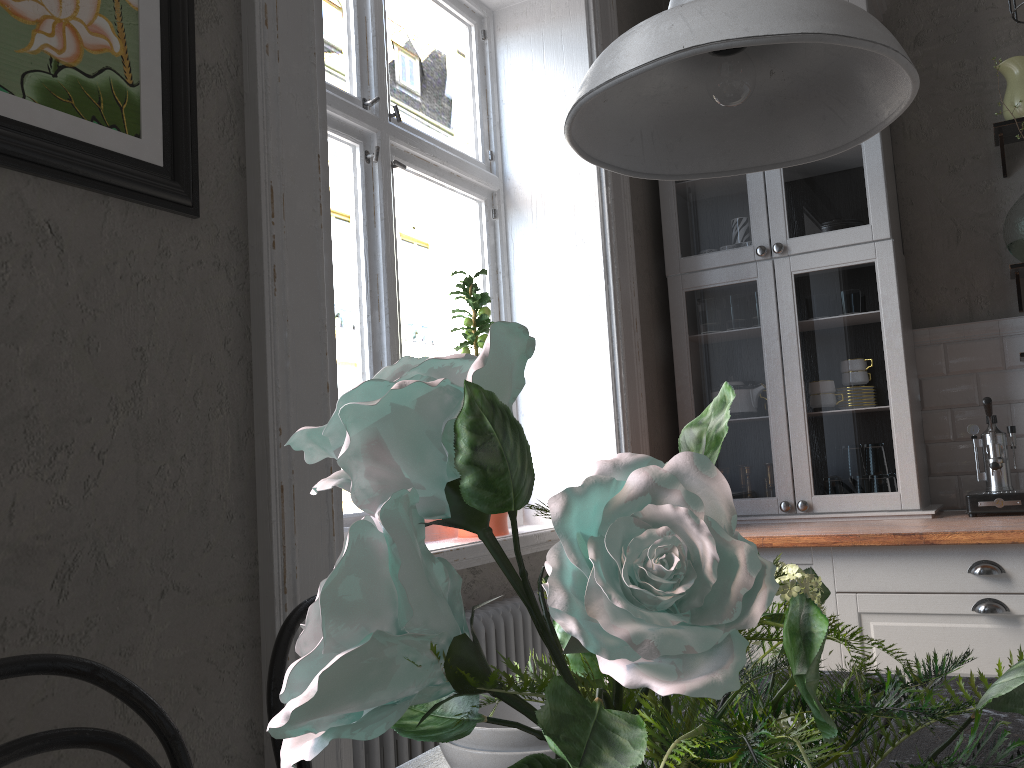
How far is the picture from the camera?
1.2 meters

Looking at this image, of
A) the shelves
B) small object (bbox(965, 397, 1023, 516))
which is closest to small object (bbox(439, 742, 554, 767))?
small object (bbox(965, 397, 1023, 516))

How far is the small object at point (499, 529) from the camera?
2.6 meters

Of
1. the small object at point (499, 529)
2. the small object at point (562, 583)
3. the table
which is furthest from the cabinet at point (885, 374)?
the small object at point (562, 583)

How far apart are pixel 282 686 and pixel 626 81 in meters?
0.9

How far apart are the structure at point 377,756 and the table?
0.77m

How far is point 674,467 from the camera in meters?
0.3

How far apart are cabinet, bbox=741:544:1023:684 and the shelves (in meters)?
1.06

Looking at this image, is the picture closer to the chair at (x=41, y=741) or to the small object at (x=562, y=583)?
the chair at (x=41, y=741)

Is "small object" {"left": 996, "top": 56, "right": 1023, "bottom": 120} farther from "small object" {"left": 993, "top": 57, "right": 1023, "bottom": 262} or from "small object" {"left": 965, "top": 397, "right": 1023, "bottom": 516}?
"small object" {"left": 965, "top": 397, "right": 1023, "bottom": 516}
